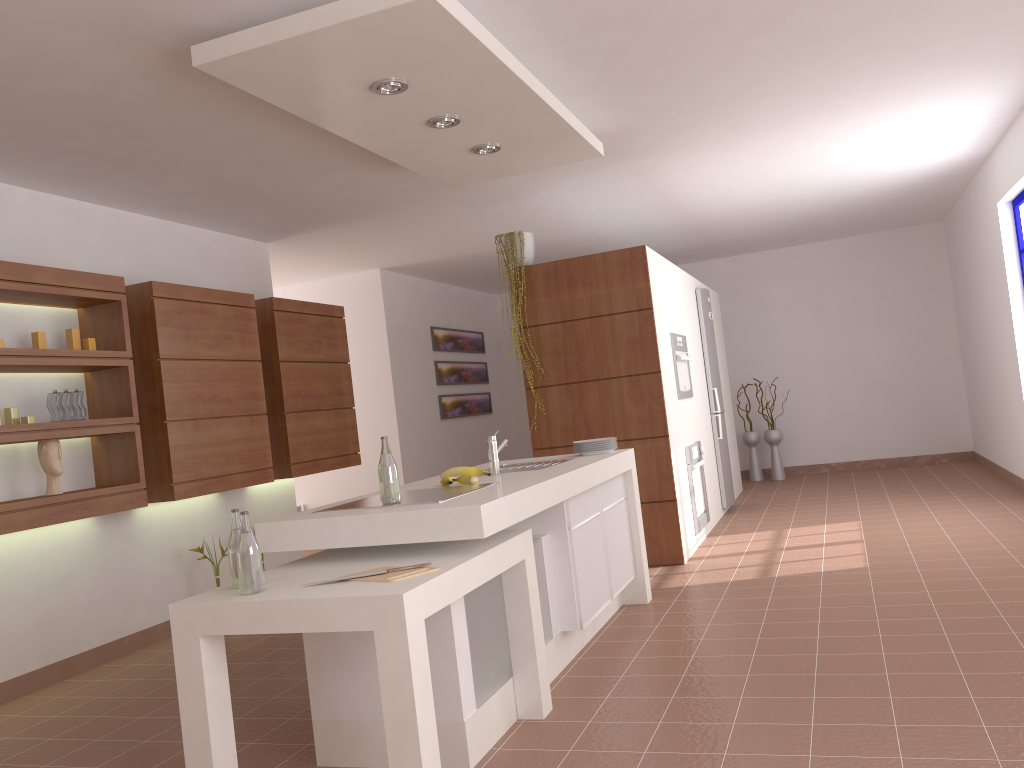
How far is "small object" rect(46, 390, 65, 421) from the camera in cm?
429

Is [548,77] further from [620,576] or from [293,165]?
[620,576]

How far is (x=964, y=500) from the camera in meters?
6.7 m

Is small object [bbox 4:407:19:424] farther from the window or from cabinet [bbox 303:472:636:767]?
the window

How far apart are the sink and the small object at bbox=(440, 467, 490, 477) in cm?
31

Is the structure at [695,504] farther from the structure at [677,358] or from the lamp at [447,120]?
the lamp at [447,120]

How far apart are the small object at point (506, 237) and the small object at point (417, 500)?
2.6 meters

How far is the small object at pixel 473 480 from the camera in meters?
3.5

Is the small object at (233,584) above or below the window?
below

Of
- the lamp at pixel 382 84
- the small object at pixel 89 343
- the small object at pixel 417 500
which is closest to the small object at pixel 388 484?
the small object at pixel 417 500
